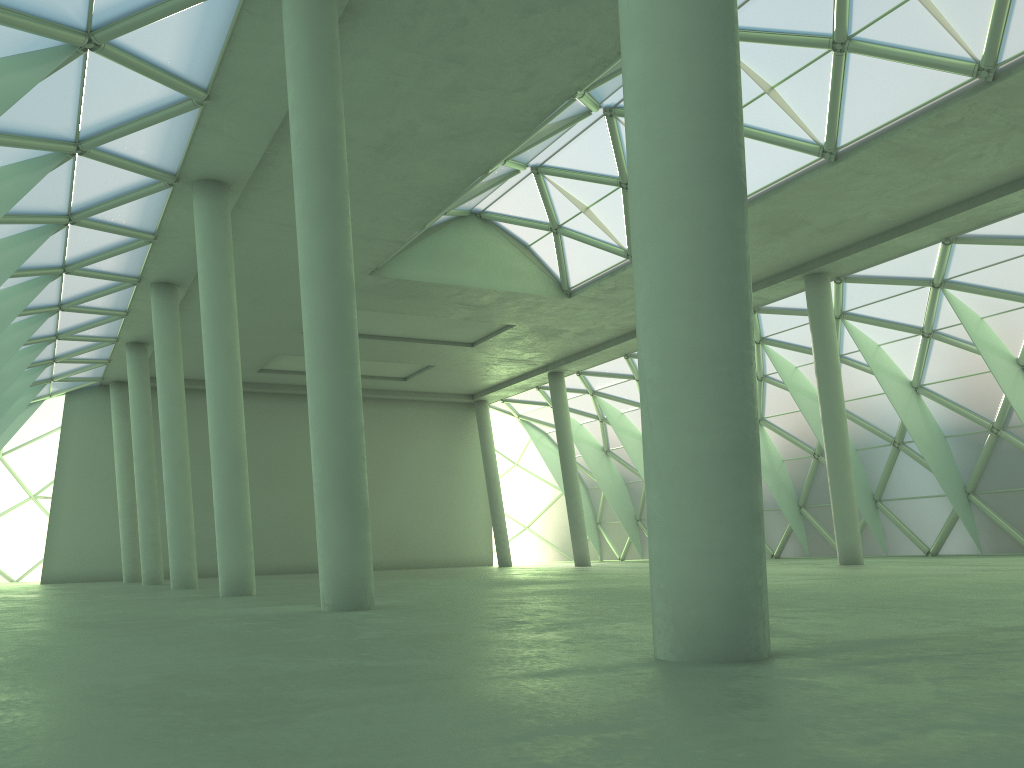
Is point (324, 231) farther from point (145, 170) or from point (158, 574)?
point (158, 574)
